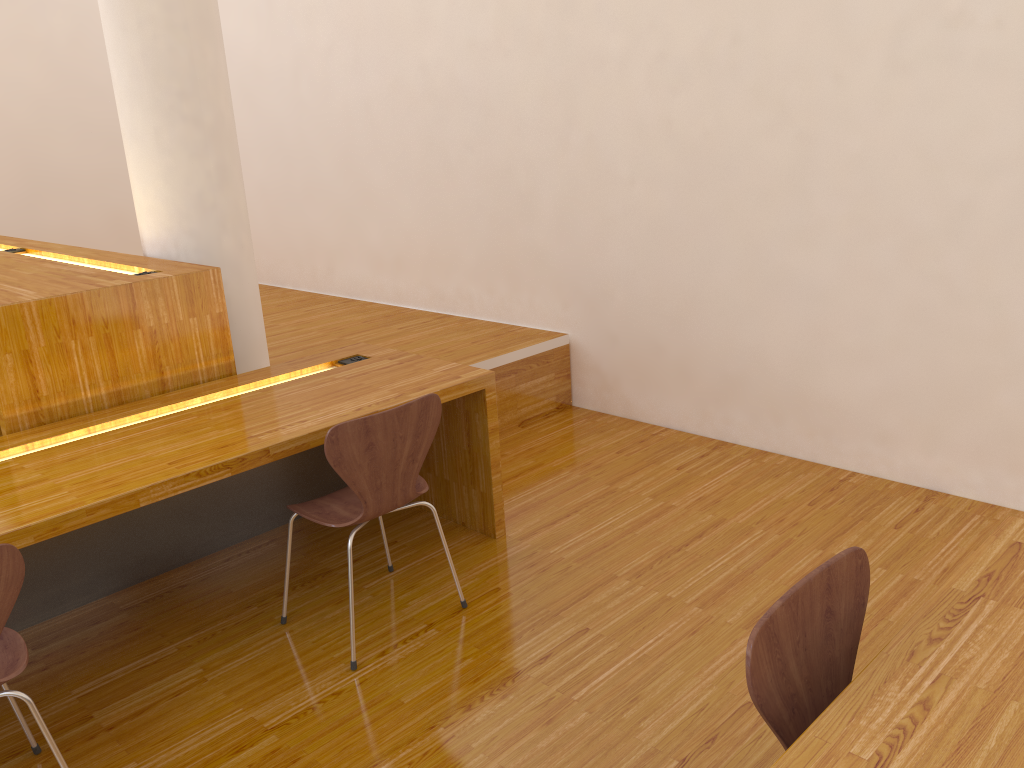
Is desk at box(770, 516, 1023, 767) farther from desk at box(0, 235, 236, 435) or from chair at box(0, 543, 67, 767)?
desk at box(0, 235, 236, 435)

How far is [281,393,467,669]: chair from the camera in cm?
230

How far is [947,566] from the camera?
2.76m

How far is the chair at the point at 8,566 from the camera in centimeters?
171cm

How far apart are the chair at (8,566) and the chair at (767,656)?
1.4m

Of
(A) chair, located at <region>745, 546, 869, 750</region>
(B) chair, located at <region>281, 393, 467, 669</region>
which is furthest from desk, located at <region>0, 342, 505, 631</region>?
(A) chair, located at <region>745, 546, 869, 750</region>

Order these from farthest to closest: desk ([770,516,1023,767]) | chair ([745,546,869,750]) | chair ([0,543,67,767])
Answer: chair ([0,543,67,767]), chair ([745,546,869,750]), desk ([770,516,1023,767])

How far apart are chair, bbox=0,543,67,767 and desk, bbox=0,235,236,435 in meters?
0.9 m

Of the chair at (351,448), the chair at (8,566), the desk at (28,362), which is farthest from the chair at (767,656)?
the desk at (28,362)

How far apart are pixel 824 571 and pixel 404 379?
1.8m
